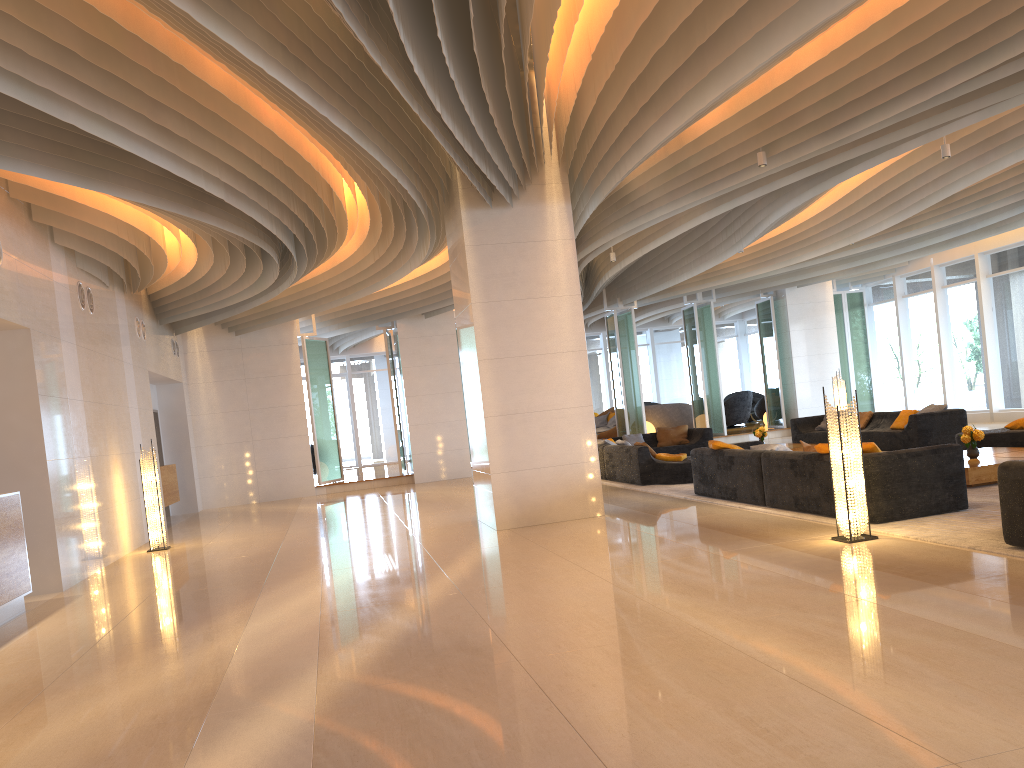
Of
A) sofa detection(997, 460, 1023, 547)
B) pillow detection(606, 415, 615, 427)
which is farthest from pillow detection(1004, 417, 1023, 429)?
pillow detection(606, 415, 615, 427)

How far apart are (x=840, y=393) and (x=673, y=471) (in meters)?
6.51

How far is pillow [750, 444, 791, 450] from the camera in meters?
9.3 m

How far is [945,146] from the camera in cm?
957

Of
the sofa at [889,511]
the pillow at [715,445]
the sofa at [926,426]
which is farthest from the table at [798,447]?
the pillow at [715,445]

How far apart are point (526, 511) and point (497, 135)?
4.0 meters

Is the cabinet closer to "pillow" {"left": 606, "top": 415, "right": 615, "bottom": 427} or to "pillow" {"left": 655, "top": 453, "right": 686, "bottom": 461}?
"pillow" {"left": 655, "top": 453, "right": 686, "bottom": 461}

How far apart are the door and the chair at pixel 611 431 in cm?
770

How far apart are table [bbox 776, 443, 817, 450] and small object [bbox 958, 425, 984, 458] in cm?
446

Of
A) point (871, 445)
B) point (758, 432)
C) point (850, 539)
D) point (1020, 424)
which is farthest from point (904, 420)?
point (850, 539)
